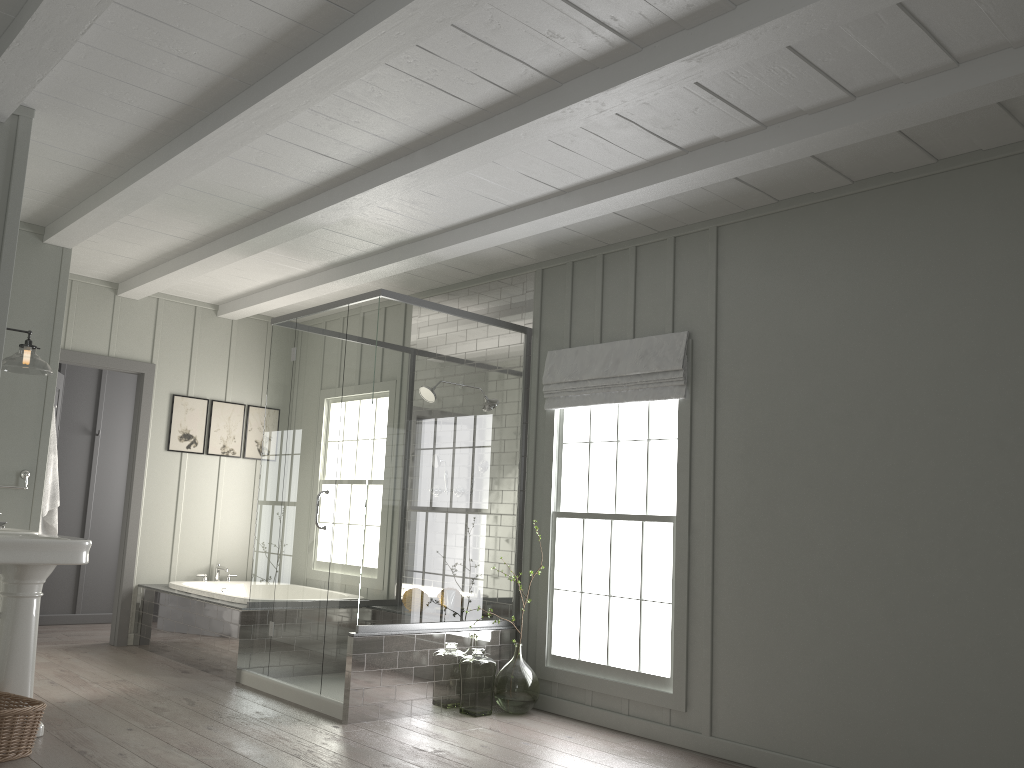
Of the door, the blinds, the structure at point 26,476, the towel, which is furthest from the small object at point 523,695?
the door

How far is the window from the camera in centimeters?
476cm

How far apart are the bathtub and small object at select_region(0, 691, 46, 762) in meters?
2.0

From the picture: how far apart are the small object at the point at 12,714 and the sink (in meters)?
0.08

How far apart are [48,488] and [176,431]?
1.6m

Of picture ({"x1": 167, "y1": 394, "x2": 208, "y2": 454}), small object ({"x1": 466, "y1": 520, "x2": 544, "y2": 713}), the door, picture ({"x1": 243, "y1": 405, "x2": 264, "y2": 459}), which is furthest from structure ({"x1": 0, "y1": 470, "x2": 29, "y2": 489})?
small object ({"x1": 466, "y1": 520, "x2": 544, "y2": 713})

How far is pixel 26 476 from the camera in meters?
5.2

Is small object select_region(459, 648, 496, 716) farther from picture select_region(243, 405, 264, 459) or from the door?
picture select_region(243, 405, 264, 459)

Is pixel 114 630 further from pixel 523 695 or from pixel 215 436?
pixel 523 695

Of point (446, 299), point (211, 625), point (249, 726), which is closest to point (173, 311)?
point (446, 299)
